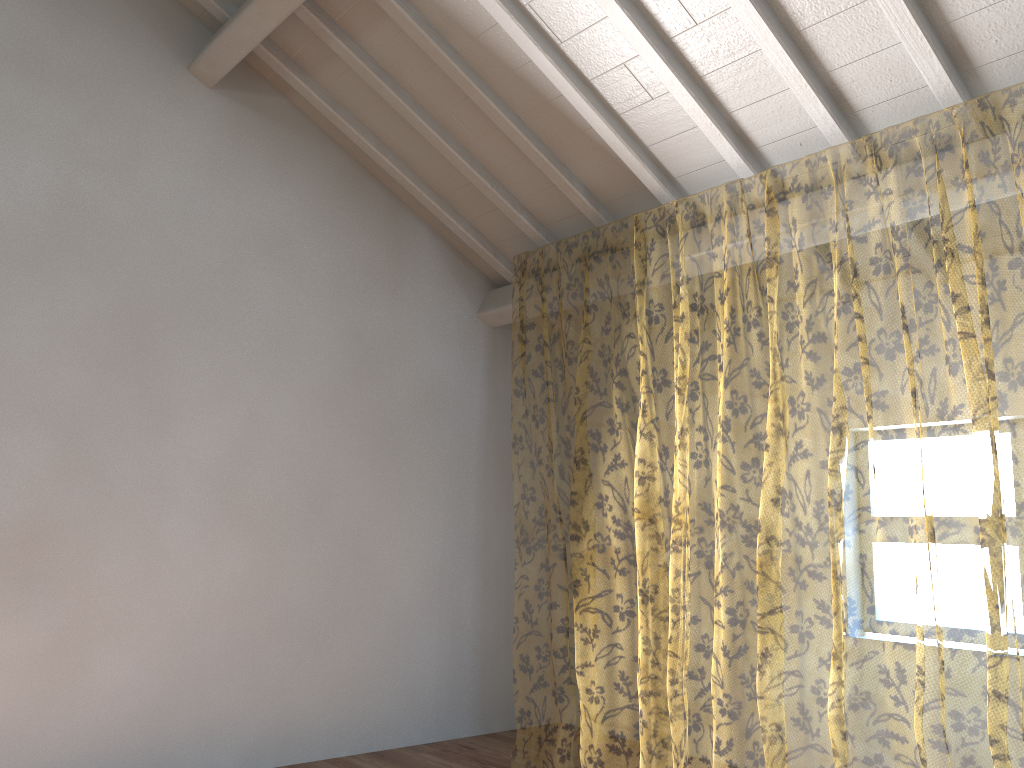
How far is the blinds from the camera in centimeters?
1021cm

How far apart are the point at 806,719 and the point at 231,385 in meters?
9.9 m

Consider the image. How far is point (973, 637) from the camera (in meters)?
10.21

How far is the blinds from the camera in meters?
10.2 m
